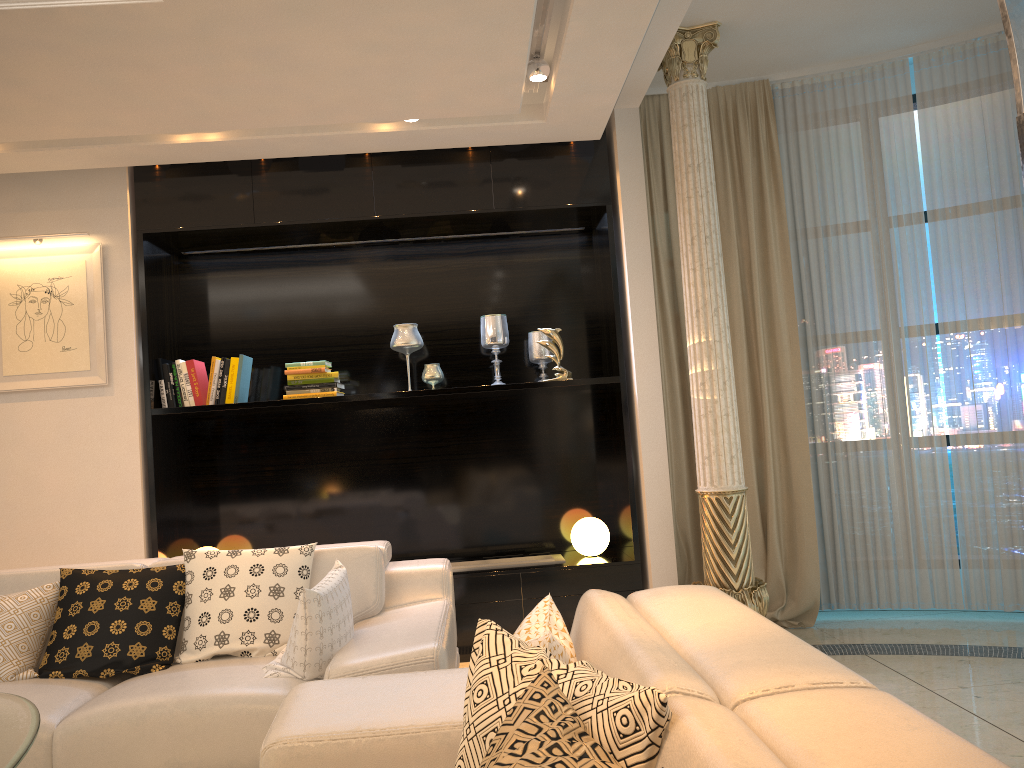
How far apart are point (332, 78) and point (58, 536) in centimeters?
267cm

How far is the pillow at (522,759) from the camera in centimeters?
110cm

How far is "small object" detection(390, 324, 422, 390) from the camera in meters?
4.8

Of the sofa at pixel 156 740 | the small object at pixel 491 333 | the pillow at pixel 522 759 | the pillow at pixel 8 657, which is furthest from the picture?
the pillow at pixel 522 759

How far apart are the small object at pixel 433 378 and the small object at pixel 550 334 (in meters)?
0.59

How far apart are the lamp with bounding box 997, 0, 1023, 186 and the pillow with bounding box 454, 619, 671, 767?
1.0m

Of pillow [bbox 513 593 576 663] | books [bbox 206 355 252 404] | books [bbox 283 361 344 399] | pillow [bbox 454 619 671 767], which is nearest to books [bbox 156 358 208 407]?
books [bbox 206 355 252 404]

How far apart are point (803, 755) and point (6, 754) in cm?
153

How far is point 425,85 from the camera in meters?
3.7

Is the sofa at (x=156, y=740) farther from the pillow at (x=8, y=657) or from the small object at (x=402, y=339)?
the small object at (x=402, y=339)
